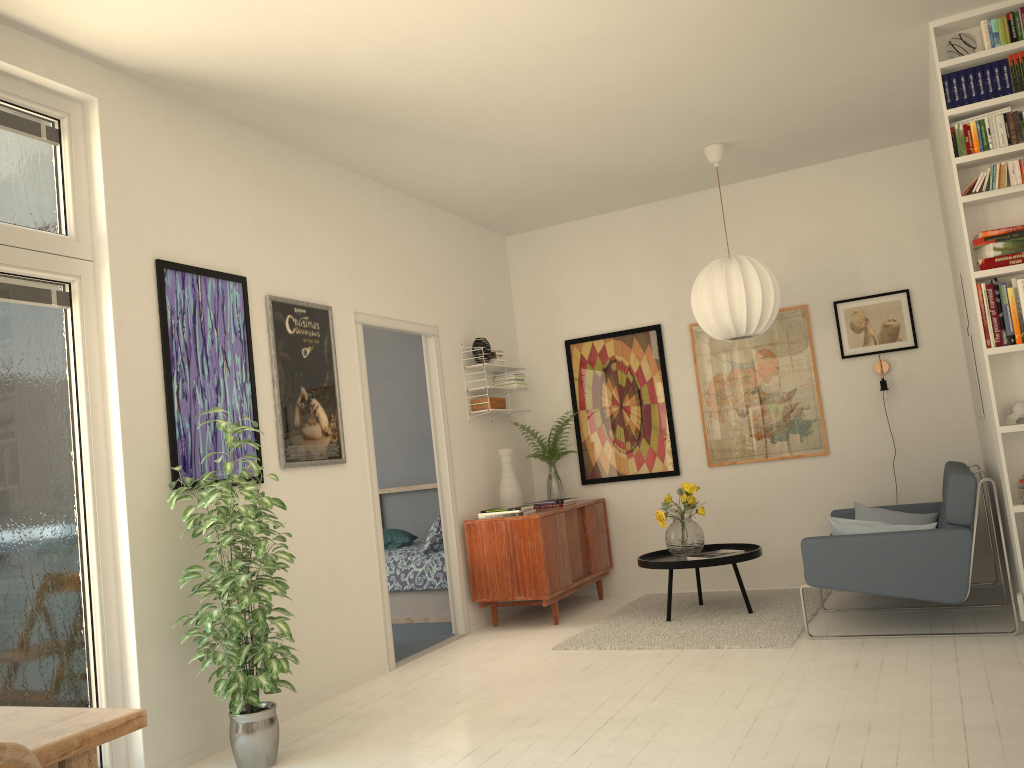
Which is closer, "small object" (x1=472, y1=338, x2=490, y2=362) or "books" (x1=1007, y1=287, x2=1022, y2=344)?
"books" (x1=1007, y1=287, x2=1022, y2=344)

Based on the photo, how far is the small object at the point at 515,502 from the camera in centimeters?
611cm

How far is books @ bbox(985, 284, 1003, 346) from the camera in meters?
4.0

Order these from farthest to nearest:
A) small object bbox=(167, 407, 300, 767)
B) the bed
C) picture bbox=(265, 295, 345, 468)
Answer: the bed
picture bbox=(265, 295, 345, 468)
small object bbox=(167, 407, 300, 767)

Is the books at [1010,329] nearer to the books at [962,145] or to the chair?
the books at [962,145]

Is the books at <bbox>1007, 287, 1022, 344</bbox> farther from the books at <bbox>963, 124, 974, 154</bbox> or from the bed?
the bed

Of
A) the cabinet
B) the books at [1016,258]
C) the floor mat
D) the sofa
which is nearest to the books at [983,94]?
the books at [1016,258]

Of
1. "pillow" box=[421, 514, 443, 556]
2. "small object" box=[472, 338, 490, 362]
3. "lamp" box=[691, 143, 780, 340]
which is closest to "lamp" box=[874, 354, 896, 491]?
"lamp" box=[691, 143, 780, 340]

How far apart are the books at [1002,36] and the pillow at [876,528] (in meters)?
2.34

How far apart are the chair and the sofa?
4.02m
